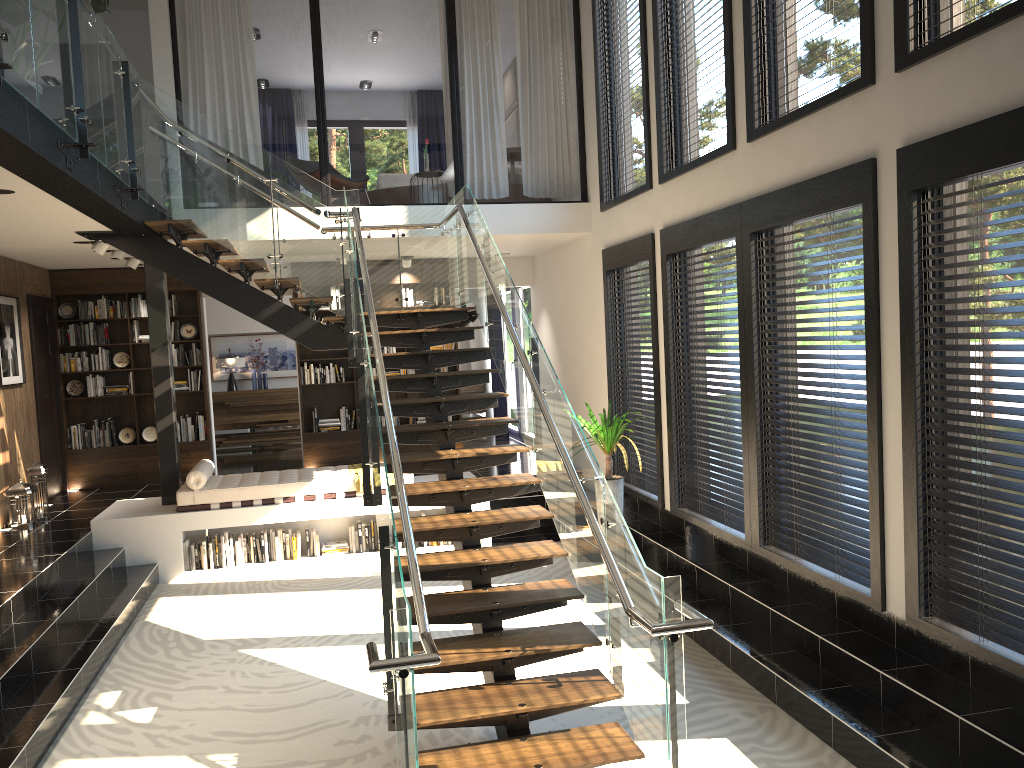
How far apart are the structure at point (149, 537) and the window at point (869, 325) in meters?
3.4 m

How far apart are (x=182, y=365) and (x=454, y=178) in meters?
6.3

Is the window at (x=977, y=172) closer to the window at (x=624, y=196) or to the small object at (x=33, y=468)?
the window at (x=624, y=196)

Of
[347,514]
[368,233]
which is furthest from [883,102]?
[347,514]

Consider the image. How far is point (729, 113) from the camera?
6.3m

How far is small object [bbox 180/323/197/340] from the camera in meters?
11.1 m

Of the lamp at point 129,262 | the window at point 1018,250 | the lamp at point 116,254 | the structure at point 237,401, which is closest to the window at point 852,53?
the window at point 1018,250

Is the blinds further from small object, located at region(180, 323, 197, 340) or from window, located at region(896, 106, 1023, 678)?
window, located at region(896, 106, 1023, 678)

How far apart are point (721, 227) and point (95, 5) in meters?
4.5 m

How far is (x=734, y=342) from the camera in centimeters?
695cm
